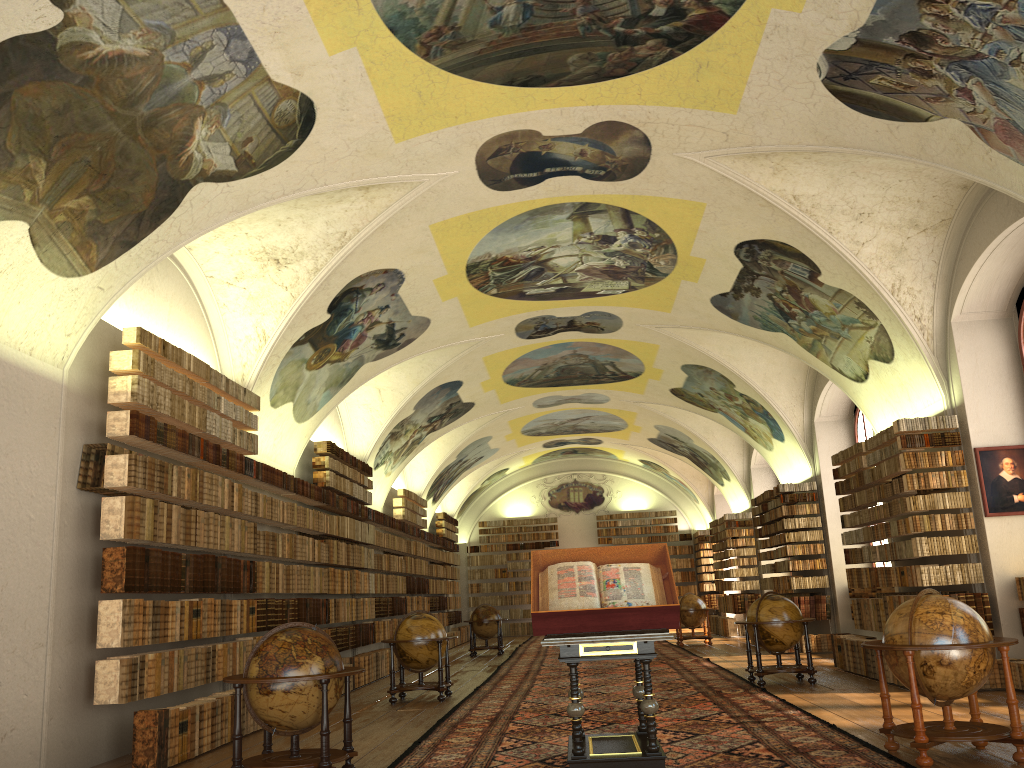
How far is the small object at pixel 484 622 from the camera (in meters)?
24.88

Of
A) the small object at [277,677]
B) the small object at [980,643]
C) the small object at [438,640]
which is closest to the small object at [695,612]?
the small object at [438,640]

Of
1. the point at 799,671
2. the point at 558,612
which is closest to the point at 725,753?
the point at 558,612

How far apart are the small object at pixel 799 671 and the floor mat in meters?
0.2 m

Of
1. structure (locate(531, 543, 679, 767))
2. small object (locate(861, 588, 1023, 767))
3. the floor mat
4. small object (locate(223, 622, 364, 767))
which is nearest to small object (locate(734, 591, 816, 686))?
the floor mat

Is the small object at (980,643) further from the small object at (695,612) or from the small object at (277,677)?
the small object at (695,612)

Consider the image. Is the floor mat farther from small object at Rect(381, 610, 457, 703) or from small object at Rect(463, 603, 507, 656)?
small object at Rect(463, 603, 507, 656)

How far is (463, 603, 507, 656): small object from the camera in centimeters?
2488cm

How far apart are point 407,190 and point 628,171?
3.19m

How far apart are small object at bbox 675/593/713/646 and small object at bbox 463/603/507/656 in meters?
4.9 m
